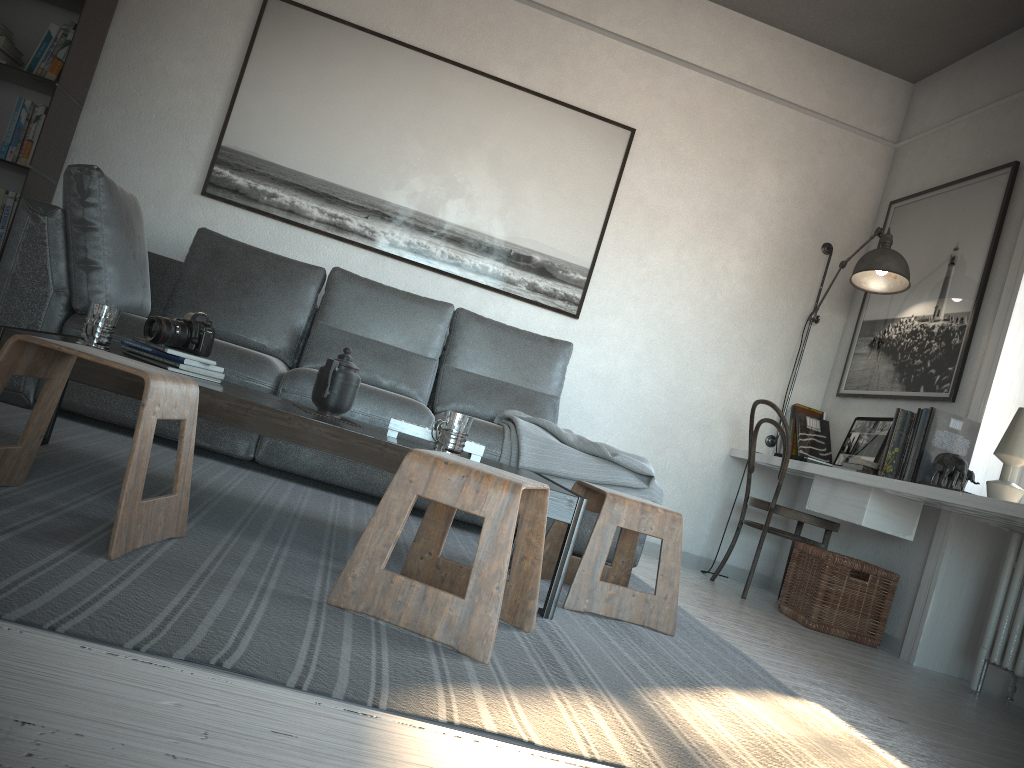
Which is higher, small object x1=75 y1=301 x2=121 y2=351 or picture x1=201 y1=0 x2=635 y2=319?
picture x1=201 y1=0 x2=635 y2=319

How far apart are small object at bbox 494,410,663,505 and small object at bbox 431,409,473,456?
1.05m

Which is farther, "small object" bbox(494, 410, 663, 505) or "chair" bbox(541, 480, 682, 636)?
"small object" bbox(494, 410, 663, 505)

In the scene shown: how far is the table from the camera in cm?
204

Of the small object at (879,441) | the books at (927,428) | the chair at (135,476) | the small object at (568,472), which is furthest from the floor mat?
the small object at (879,441)

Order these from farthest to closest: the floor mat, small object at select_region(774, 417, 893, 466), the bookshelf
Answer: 1. small object at select_region(774, 417, 893, 466)
2. the bookshelf
3. the floor mat

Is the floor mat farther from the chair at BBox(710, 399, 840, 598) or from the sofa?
the chair at BBox(710, 399, 840, 598)

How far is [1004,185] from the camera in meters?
3.9 m

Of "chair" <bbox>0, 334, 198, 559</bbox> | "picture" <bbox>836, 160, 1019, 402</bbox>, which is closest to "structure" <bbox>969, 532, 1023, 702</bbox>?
"picture" <bbox>836, 160, 1019, 402</bbox>

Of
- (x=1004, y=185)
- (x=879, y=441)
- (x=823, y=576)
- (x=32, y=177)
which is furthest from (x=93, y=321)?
(x=1004, y=185)
